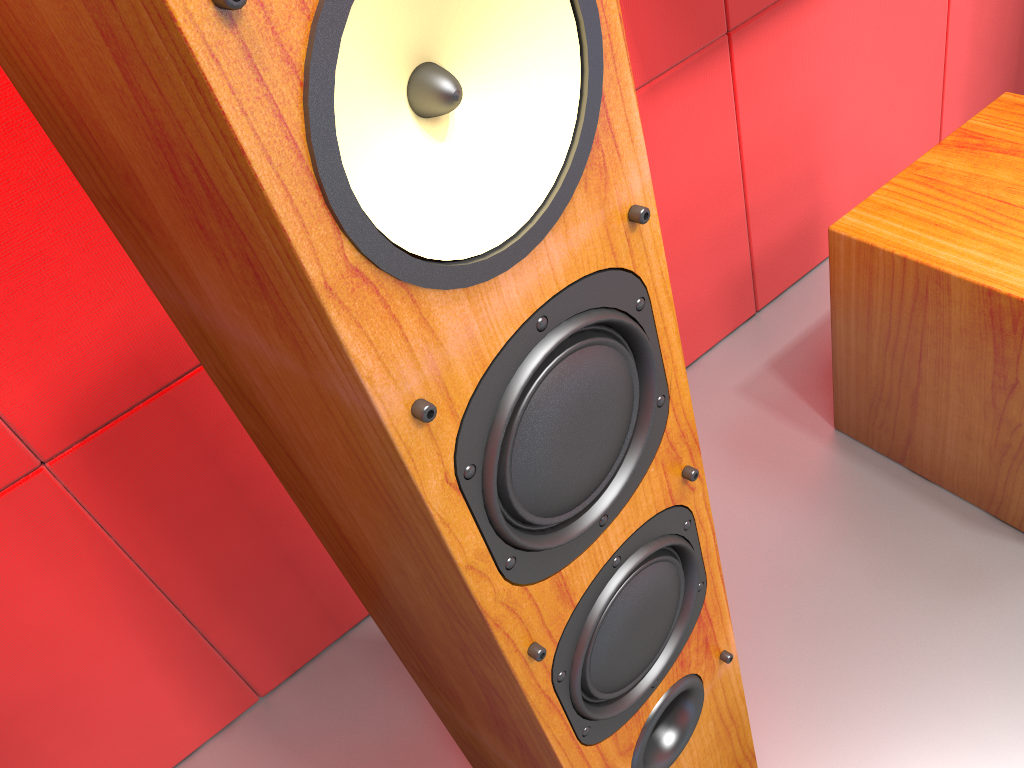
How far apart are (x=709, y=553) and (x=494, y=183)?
0.39m

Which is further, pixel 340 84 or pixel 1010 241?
pixel 1010 241

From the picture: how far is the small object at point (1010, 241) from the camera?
1.0 meters

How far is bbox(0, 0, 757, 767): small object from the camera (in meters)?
0.33

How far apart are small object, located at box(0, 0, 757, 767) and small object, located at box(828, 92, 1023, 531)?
0.5 meters

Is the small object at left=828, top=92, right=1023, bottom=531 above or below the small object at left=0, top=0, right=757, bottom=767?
below

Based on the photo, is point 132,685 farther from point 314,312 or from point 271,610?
point 314,312

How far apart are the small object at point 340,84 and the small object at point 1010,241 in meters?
0.5 m

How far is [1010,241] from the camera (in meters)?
0.97

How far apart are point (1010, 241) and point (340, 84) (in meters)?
0.89
